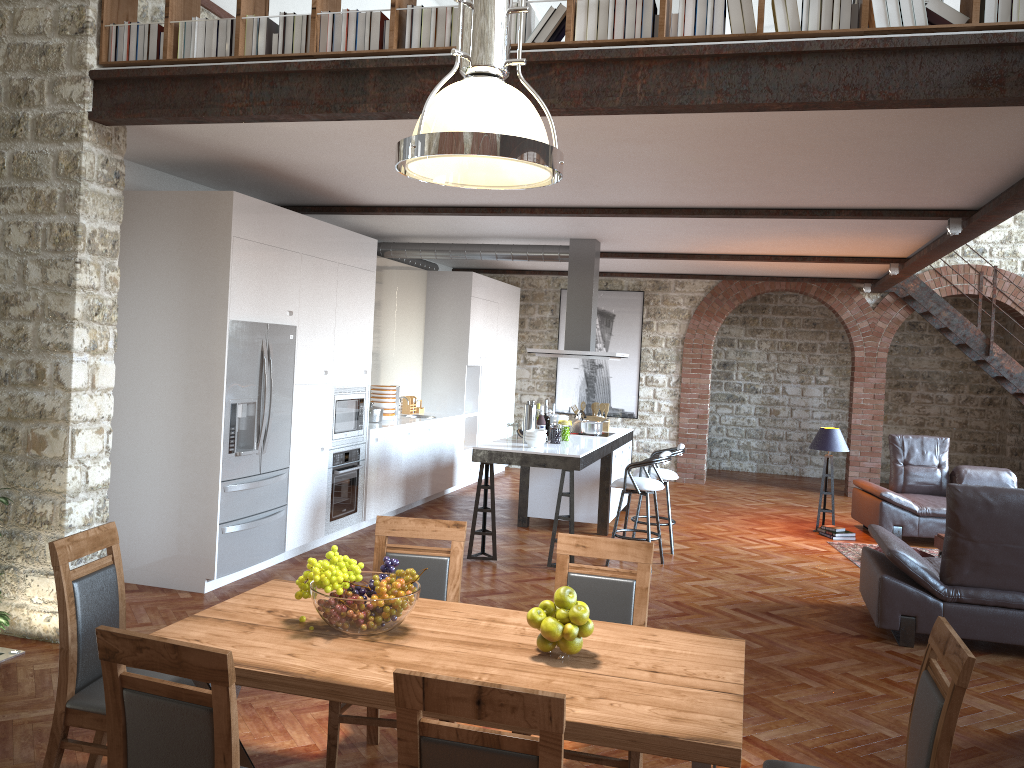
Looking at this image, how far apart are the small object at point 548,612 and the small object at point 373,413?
6.3 meters

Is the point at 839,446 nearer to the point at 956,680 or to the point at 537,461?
the point at 537,461

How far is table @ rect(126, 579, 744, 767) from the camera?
2.29m

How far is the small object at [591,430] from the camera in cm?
891

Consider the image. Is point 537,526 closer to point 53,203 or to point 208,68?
point 53,203

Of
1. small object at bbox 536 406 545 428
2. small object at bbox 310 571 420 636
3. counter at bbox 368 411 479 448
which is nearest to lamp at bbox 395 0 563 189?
small object at bbox 310 571 420 636

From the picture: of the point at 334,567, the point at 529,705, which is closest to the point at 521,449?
the point at 334,567

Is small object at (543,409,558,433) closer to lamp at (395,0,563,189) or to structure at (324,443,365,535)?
structure at (324,443,365,535)

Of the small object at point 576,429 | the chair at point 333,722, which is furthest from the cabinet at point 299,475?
the chair at point 333,722

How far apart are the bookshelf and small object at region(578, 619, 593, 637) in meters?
2.7
